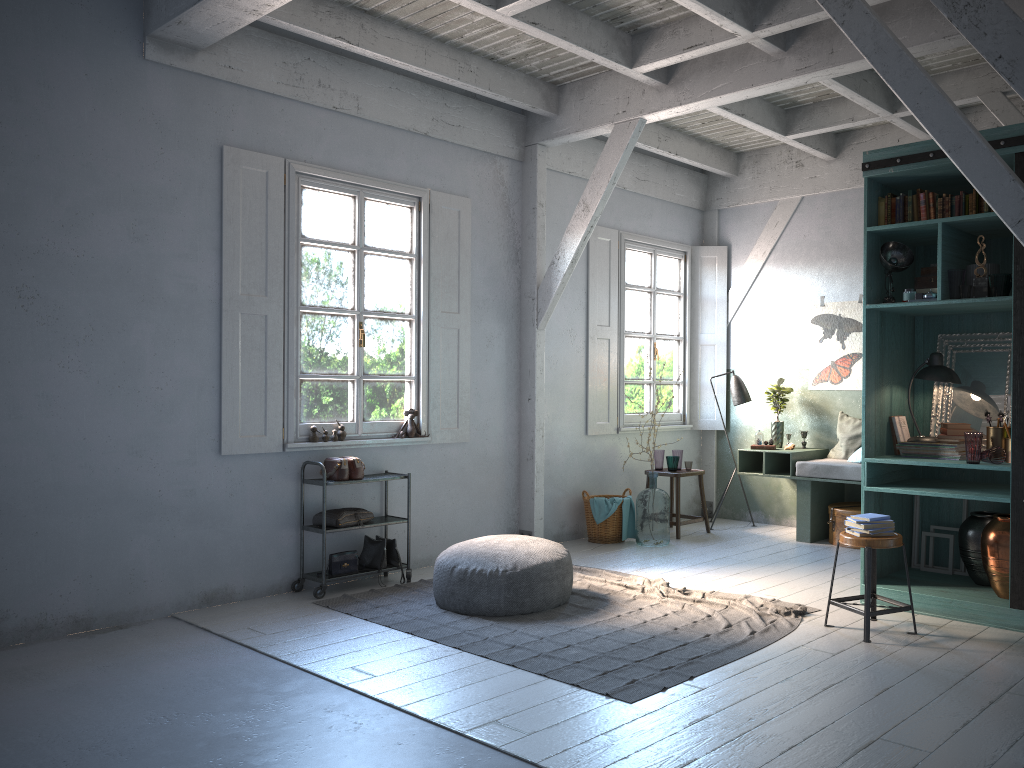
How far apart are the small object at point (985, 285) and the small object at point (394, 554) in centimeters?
469cm

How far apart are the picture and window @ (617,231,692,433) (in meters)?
1.46

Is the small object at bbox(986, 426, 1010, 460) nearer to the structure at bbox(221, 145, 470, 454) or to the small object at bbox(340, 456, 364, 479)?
the structure at bbox(221, 145, 470, 454)

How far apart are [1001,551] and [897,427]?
1.15m

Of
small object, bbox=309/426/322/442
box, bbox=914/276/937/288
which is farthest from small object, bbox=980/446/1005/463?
small object, bbox=309/426/322/442

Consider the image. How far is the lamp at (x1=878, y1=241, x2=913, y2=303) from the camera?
6.06m

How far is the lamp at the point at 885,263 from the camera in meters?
6.1

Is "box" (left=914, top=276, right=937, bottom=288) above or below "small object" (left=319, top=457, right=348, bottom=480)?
above

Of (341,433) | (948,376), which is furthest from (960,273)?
(341,433)

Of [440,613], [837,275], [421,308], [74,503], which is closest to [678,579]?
[440,613]
